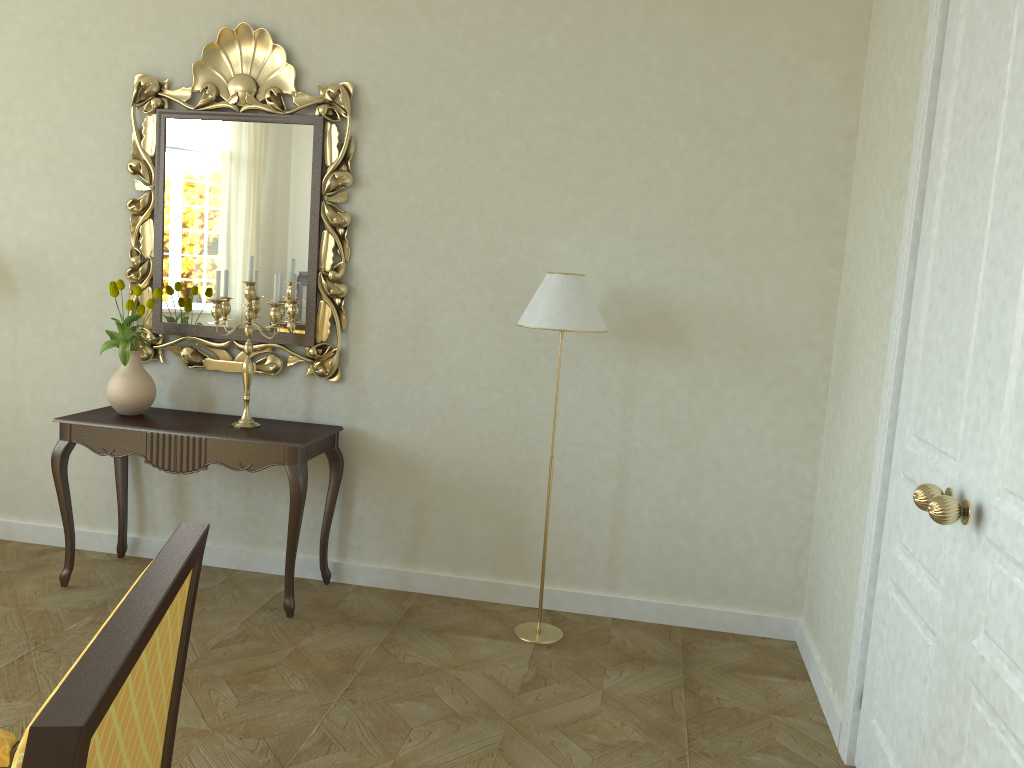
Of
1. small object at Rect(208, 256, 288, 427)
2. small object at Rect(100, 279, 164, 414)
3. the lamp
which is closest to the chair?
the lamp

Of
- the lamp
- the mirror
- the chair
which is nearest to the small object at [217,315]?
the mirror

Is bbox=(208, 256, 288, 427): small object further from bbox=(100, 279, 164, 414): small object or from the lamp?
the lamp

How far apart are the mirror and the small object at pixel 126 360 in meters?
0.1

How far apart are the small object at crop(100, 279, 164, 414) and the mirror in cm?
14

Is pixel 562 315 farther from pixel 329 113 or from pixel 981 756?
pixel 981 756

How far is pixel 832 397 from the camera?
3.7 meters

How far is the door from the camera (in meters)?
1.92

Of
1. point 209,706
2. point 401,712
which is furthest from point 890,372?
point 209,706

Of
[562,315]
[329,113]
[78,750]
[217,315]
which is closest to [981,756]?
[78,750]
